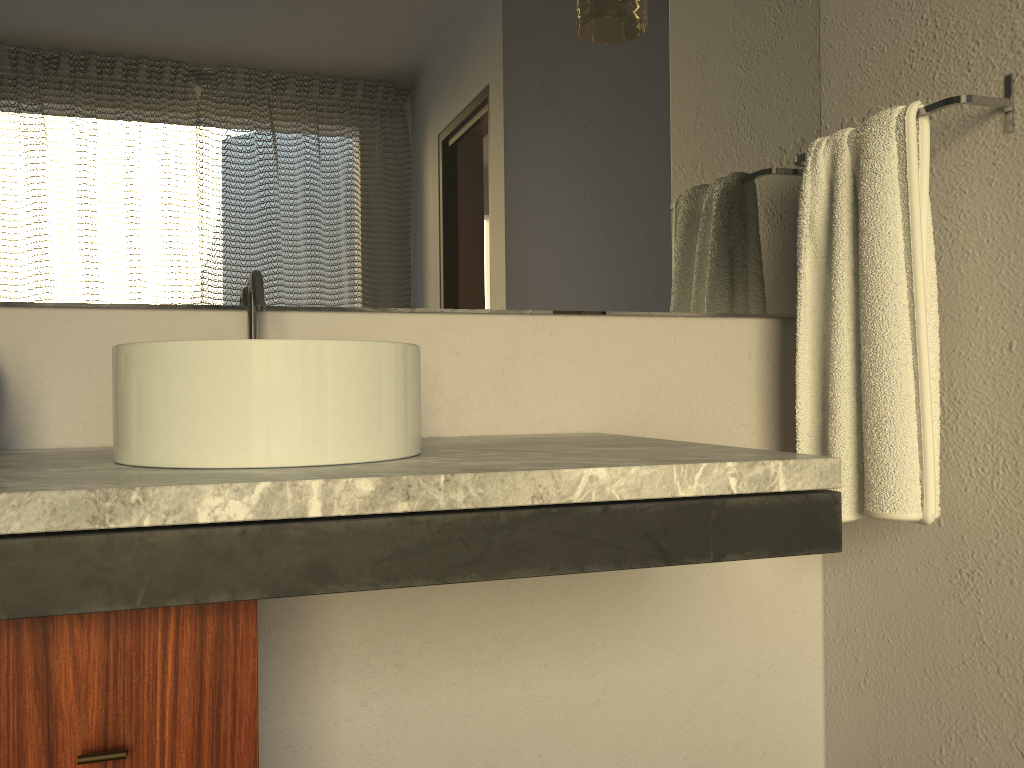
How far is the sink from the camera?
0.9m

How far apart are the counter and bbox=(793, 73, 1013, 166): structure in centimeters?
62cm

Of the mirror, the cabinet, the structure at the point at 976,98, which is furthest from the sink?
the structure at the point at 976,98

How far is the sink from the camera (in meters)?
0.88

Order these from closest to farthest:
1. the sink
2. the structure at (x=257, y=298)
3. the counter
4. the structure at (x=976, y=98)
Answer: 1. the counter
2. the sink
3. the structure at (x=257, y=298)
4. the structure at (x=976, y=98)

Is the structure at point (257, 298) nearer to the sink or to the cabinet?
the sink

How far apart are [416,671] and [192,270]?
0.7m

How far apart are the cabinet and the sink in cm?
13

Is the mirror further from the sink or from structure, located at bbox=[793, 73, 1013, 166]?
the sink

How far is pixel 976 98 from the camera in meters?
1.3 m
